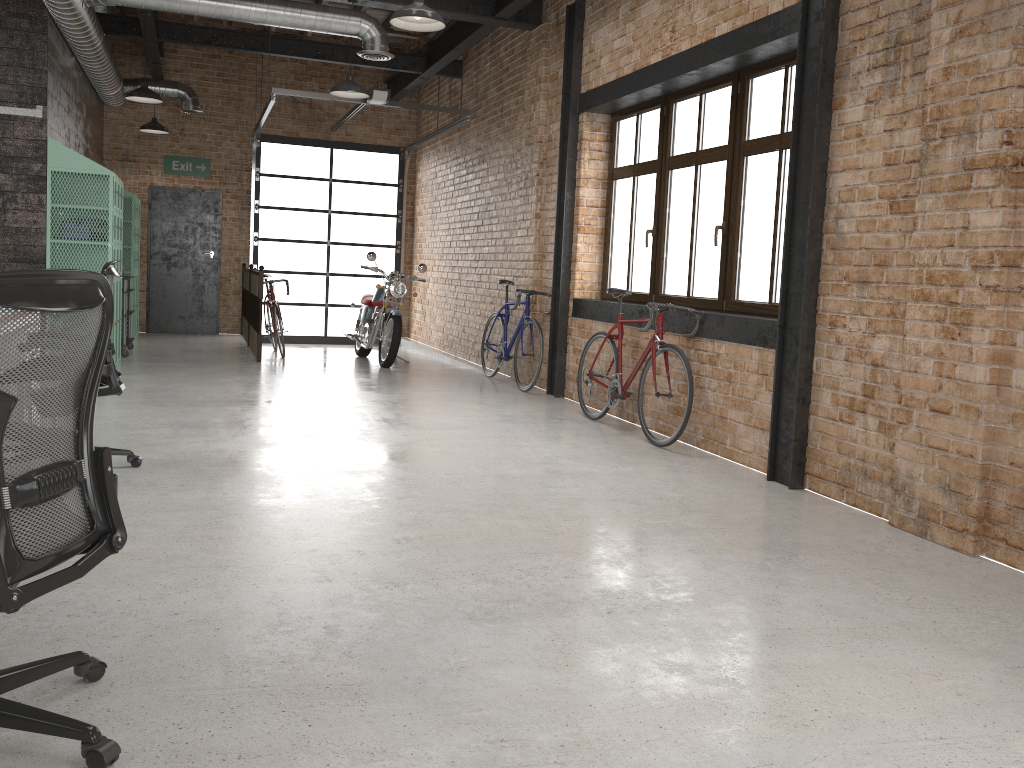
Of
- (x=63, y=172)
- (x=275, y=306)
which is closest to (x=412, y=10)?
(x=63, y=172)

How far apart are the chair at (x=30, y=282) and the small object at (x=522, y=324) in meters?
6.1

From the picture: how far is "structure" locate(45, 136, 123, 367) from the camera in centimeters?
767cm

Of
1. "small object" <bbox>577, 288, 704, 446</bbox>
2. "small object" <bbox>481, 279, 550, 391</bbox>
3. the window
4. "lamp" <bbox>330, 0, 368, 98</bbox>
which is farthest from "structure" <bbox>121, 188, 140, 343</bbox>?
"small object" <bbox>577, 288, 704, 446</bbox>

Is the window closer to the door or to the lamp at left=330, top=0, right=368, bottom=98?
the lamp at left=330, top=0, right=368, bottom=98

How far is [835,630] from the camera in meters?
3.0

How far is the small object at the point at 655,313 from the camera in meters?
5.8 m

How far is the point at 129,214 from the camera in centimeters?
1067cm

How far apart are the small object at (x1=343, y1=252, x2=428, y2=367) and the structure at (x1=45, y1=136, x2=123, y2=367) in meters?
2.7

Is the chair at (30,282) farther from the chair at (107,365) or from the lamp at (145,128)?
the lamp at (145,128)
